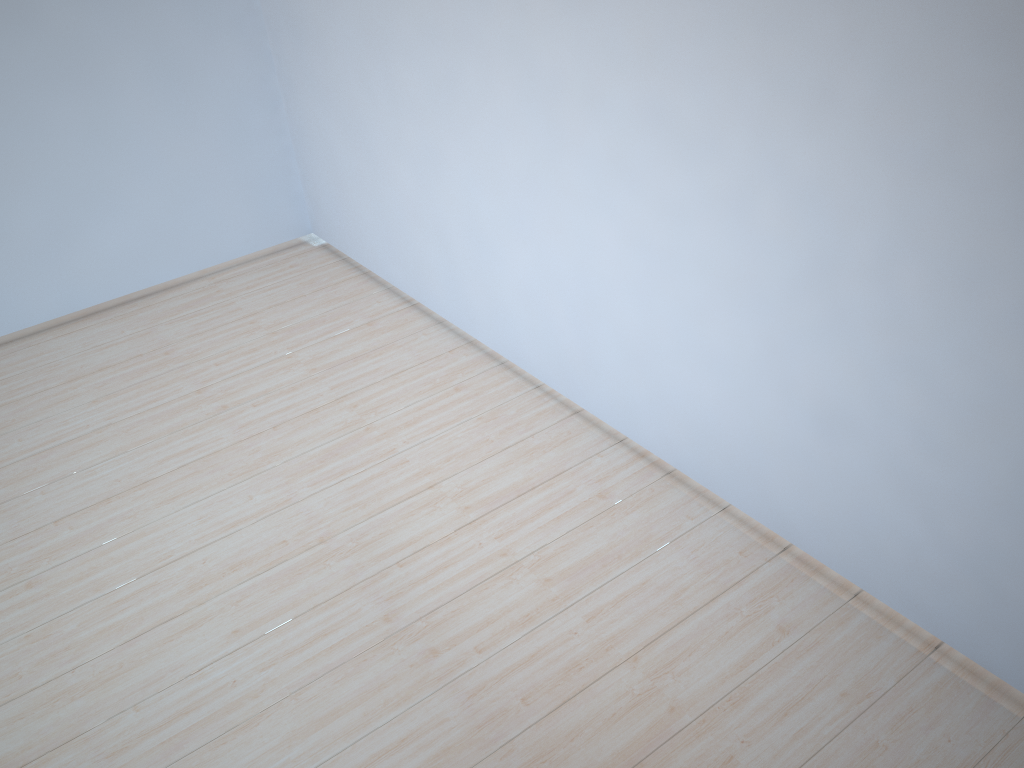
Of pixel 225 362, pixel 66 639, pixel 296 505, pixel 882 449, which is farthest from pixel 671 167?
pixel 225 362

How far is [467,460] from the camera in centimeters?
323cm
